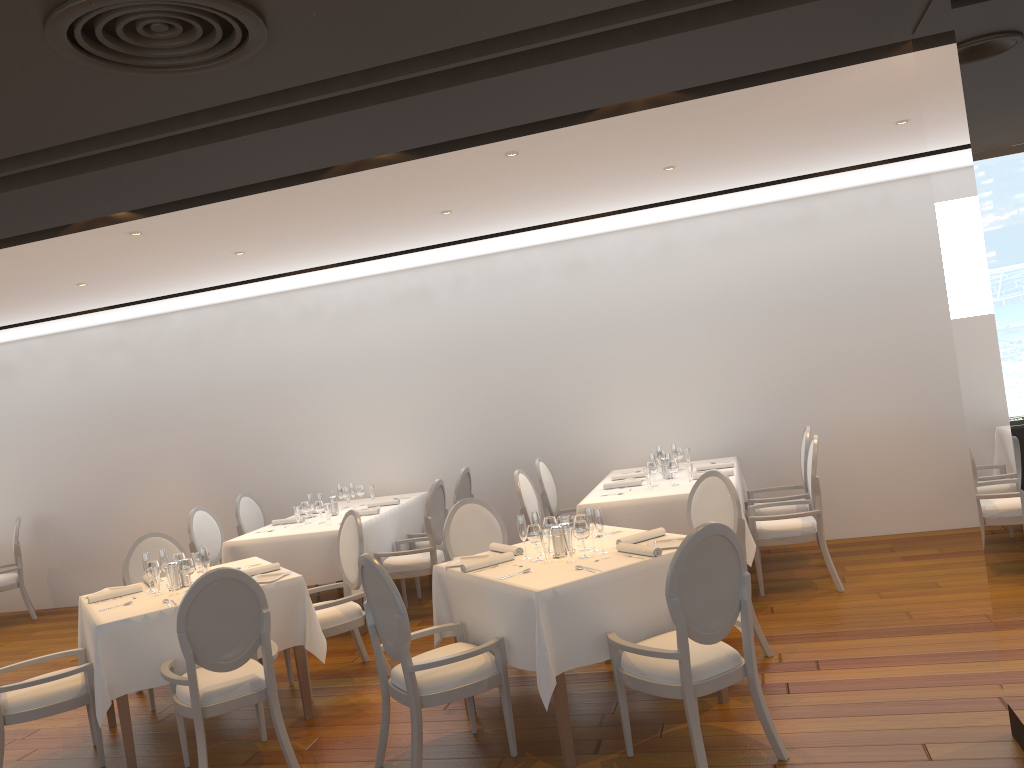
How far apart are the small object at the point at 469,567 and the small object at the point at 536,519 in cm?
23

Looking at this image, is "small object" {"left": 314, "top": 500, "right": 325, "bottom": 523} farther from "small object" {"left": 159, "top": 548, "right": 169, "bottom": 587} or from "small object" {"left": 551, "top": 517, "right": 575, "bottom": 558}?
"small object" {"left": 551, "top": 517, "right": 575, "bottom": 558}

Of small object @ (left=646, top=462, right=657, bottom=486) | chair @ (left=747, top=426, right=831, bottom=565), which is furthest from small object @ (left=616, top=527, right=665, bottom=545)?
chair @ (left=747, top=426, right=831, bottom=565)

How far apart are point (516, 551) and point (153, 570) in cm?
217

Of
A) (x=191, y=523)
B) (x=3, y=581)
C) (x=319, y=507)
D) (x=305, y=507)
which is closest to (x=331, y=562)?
(x=319, y=507)

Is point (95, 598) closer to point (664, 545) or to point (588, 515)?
point (588, 515)

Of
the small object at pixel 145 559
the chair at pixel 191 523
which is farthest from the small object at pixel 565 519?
the chair at pixel 191 523

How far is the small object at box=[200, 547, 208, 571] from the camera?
5.2m

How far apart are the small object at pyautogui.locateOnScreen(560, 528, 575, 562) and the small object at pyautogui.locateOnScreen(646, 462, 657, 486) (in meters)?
2.32

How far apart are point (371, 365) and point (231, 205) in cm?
388
